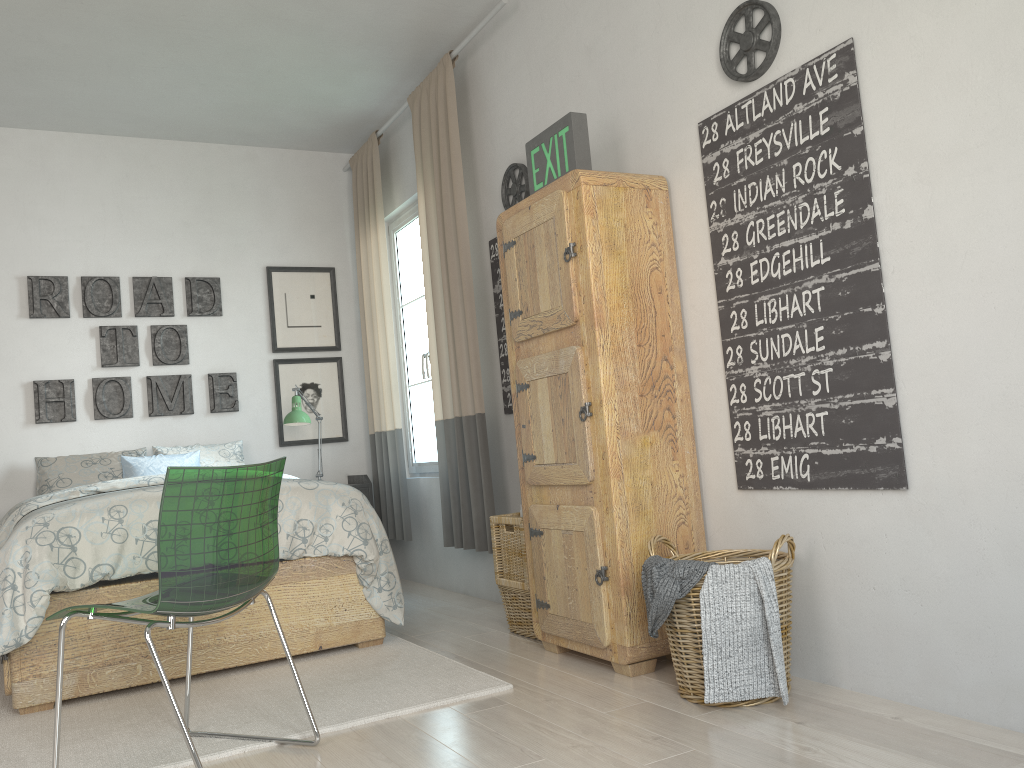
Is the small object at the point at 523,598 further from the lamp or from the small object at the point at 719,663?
the lamp

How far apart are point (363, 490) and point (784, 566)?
3.11m

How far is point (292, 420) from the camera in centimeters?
474cm

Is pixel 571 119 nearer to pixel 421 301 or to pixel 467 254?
pixel 467 254

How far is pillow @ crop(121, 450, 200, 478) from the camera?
4.5 meters

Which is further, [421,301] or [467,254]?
[421,301]

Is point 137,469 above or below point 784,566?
above

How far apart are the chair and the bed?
0.7 meters

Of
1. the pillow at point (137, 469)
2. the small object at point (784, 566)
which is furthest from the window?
the small object at point (784, 566)

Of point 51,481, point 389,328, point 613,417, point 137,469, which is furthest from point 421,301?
point 613,417
